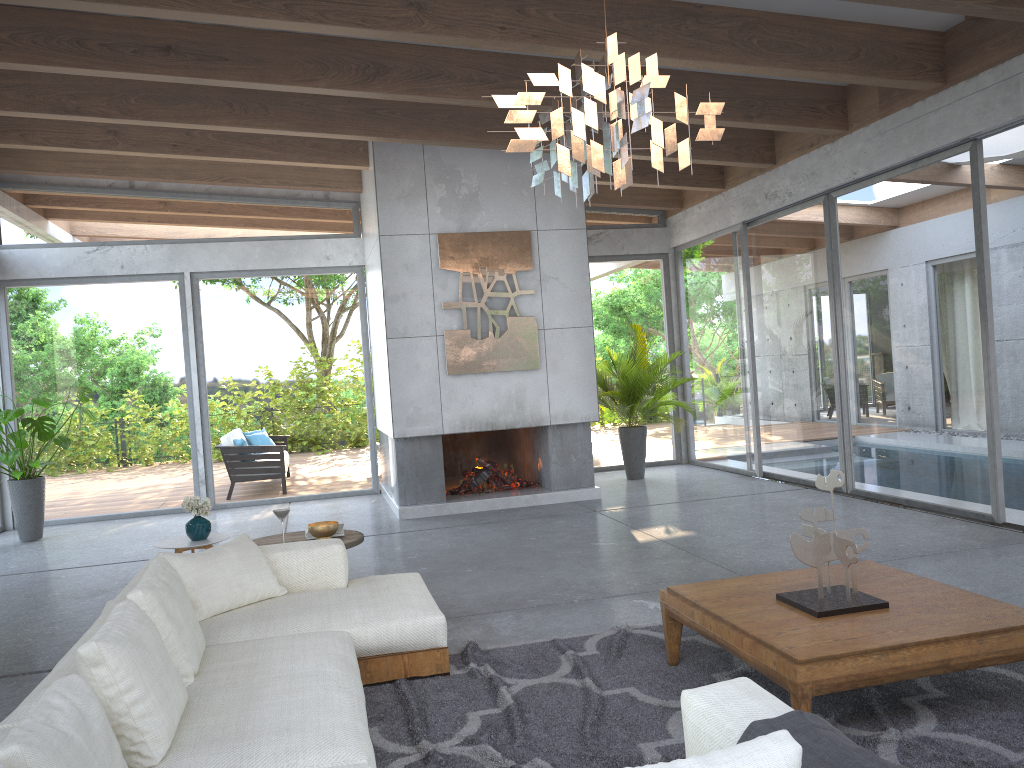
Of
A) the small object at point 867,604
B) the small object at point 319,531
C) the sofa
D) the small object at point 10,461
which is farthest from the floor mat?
the small object at point 10,461

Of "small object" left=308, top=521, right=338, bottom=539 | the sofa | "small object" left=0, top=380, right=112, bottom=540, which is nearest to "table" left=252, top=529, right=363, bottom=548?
"small object" left=308, top=521, right=338, bottom=539

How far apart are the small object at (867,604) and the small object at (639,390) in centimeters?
584cm

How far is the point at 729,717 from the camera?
2.03m

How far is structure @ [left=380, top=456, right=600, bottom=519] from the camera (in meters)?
8.45

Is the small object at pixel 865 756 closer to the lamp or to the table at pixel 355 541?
the lamp

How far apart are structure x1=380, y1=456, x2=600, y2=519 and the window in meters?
0.4

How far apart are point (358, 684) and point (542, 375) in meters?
5.7

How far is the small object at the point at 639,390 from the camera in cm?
983

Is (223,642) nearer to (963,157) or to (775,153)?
(963,157)
